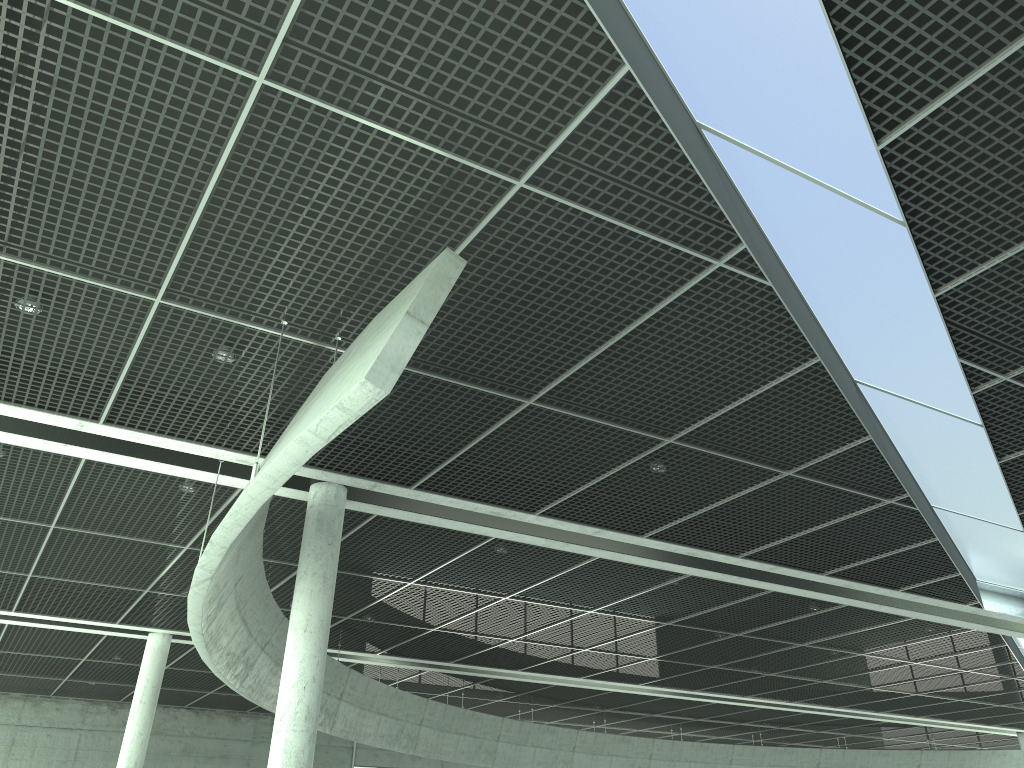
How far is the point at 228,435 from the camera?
26.6m

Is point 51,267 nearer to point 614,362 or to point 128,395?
point 128,395
